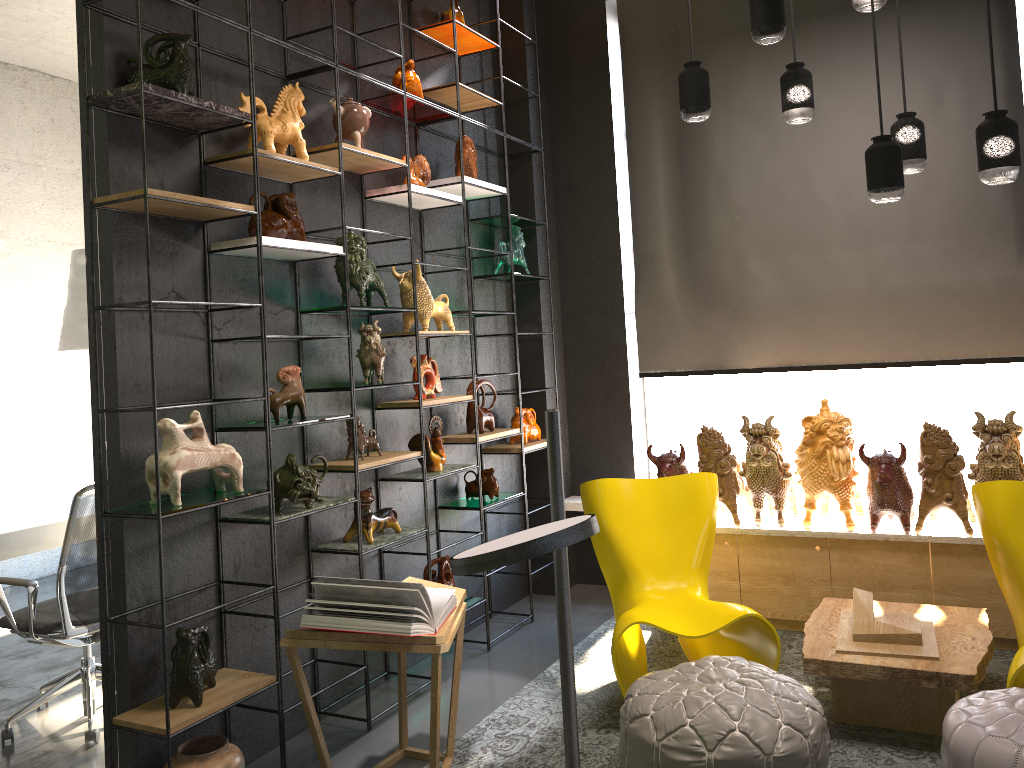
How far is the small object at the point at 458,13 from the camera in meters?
4.6 m

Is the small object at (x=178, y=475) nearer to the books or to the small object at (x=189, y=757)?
the books

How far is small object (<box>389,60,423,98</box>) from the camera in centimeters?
425cm

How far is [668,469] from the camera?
4.7 meters

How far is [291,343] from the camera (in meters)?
3.72

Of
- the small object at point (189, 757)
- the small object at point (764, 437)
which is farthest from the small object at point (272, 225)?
the small object at point (764, 437)

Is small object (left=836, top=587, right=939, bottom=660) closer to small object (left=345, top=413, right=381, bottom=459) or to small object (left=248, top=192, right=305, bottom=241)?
small object (left=345, top=413, right=381, bottom=459)

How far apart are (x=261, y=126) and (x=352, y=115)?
0.5m

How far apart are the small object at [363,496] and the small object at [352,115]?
1.5 meters

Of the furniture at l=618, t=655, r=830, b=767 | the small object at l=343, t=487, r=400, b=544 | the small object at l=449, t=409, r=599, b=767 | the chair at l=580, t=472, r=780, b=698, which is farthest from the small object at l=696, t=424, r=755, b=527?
the small object at l=449, t=409, r=599, b=767
